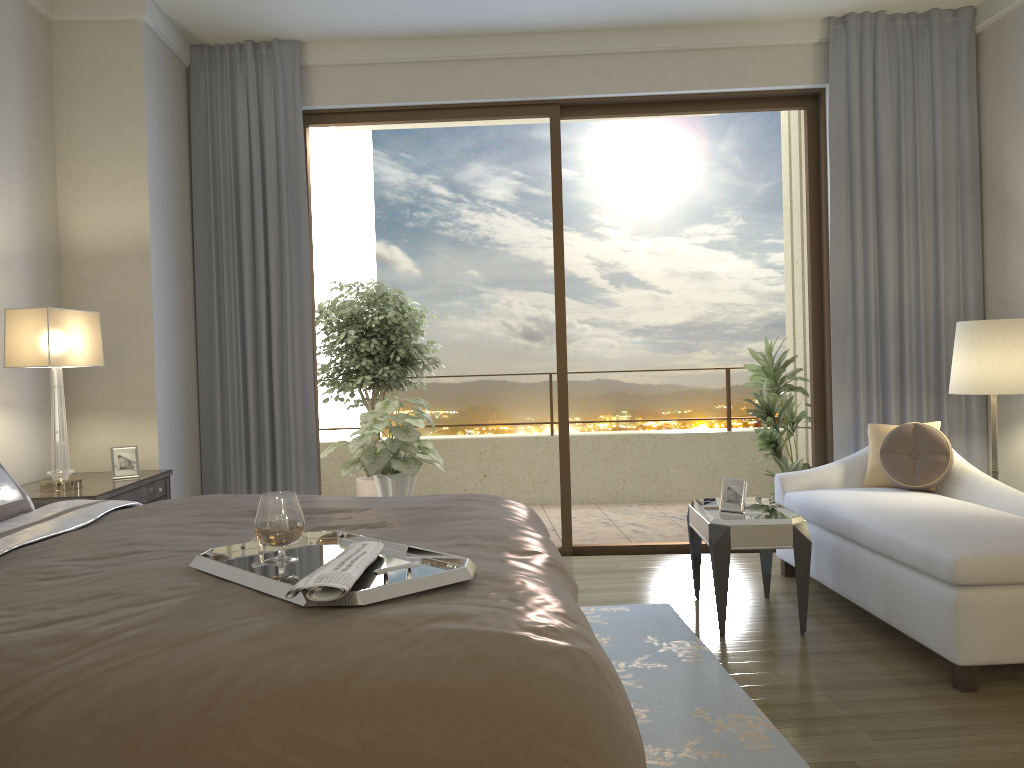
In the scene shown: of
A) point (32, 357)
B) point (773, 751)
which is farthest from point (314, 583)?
point (32, 357)

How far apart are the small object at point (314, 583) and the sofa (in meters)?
2.06

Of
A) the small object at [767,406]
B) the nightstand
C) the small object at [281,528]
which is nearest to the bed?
the small object at [281,528]

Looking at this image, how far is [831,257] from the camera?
5.09m

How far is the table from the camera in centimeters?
364cm

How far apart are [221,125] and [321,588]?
4.36m

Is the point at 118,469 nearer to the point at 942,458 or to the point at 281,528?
the point at 281,528

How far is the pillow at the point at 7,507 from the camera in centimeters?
279cm

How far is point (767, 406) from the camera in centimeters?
585cm

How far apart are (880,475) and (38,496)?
3.9 meters
